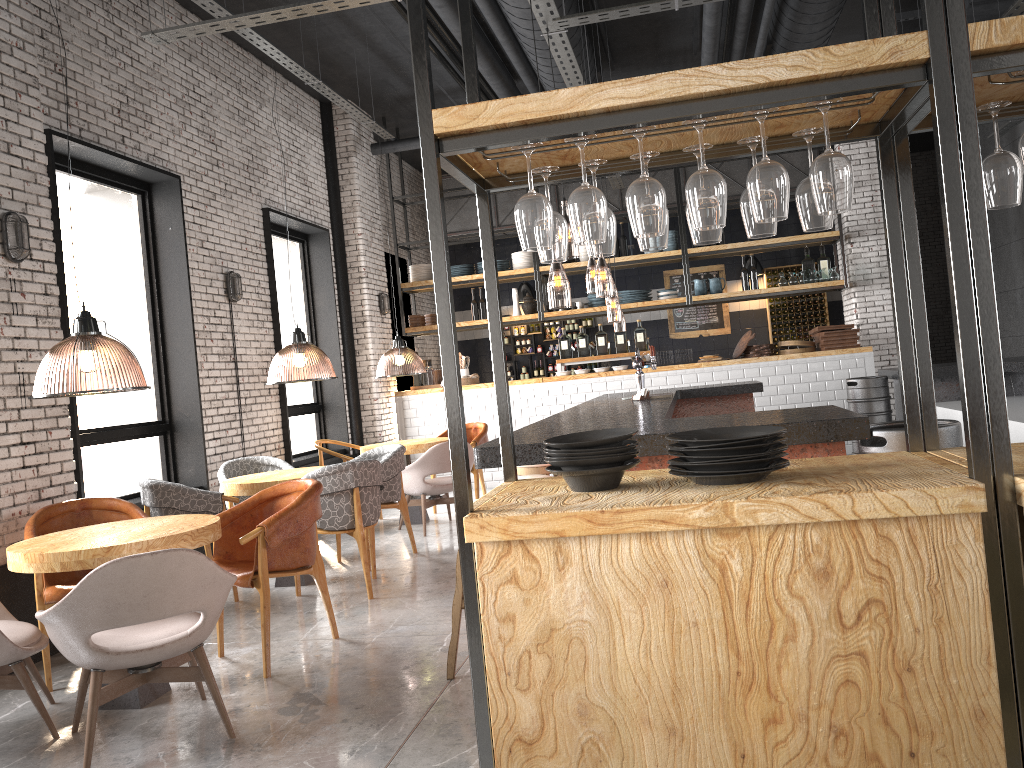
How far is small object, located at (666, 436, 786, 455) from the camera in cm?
218

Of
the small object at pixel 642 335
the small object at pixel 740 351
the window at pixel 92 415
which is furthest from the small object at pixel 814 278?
the window at pixel 92 415

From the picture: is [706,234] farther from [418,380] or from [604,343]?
[418,380]

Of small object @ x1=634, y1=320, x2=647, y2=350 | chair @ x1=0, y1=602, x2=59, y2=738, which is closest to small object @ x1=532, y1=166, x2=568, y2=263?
chair @ x1=0, y1=602, x2=59, y2=738

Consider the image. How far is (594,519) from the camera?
2.04m

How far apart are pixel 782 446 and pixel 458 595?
2.2m

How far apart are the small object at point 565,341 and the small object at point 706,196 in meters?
9.1 m

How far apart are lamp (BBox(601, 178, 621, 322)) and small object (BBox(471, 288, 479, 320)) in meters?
2.5 m

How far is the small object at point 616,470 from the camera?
2.3 meters

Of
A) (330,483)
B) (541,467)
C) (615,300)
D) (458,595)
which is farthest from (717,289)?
(615,300)
